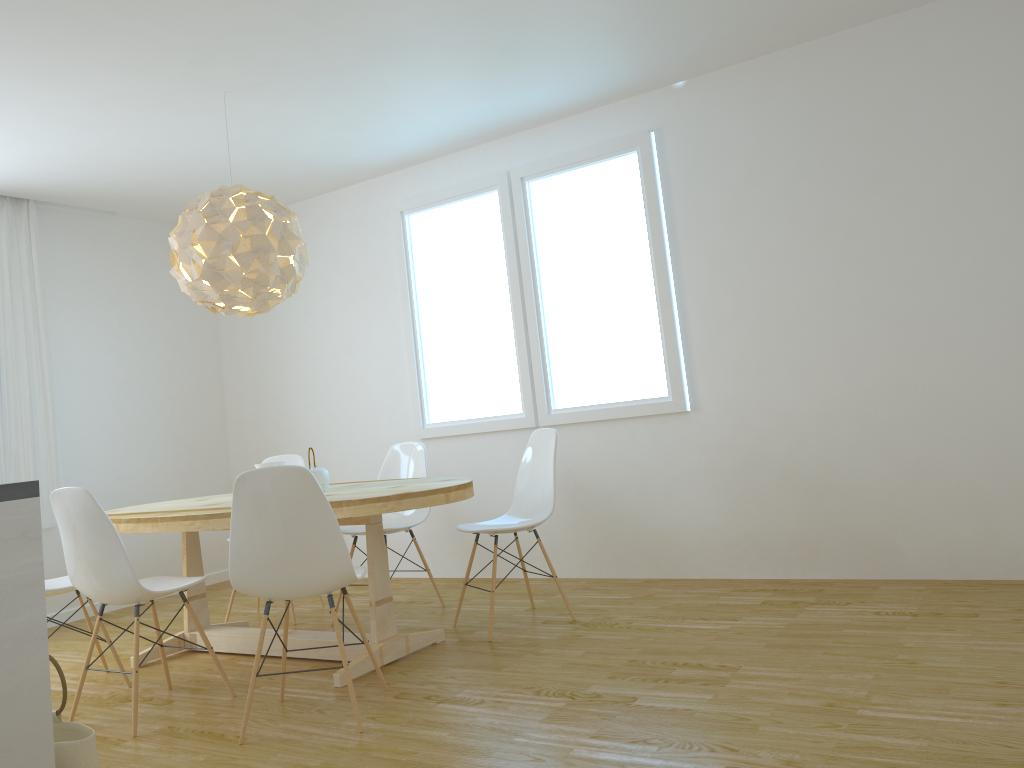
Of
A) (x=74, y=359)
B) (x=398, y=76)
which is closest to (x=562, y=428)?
(x=398, y=76)

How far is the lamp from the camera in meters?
3.9 m

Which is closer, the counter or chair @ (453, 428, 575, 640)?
the counter

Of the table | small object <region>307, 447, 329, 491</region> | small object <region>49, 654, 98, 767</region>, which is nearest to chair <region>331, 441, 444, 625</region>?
the table

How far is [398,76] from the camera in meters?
4.3 m

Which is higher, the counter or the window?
the window

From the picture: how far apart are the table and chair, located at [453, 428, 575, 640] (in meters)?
0.31

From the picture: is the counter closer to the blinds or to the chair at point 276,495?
the chair at point 276,495

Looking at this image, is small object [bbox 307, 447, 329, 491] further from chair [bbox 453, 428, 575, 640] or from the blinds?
the blinds

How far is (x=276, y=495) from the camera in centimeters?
297cm
